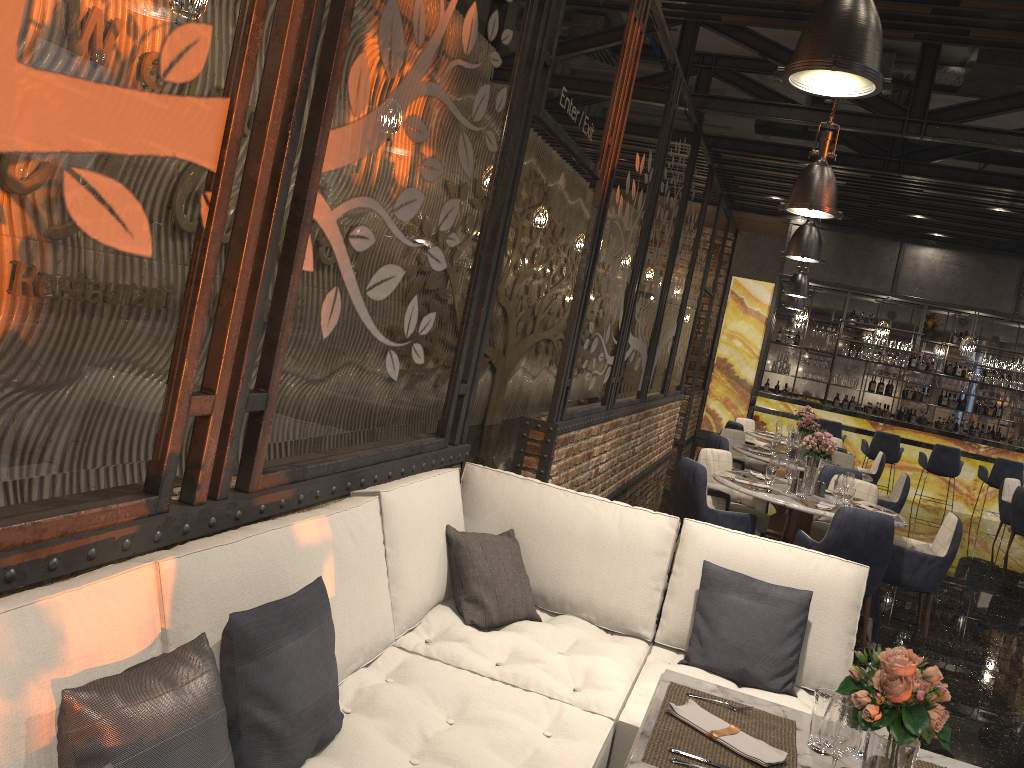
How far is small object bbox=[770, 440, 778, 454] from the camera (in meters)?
9.05

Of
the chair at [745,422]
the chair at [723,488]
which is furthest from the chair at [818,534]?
the chair at [745,422]

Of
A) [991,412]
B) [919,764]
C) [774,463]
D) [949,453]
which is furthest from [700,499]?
[991,412]

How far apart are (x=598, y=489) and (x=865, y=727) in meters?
6.5

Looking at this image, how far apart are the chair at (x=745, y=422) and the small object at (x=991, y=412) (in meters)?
6.29

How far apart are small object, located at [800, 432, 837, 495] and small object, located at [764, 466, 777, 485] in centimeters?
24cm

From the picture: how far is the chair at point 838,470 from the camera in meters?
8.0

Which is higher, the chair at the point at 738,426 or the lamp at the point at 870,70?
the lamp at the point at 870,70

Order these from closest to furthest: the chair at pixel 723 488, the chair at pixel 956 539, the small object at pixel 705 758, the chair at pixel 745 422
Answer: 1. the small object at pixel 705 758
2. the chair at pixel 956 539
3. the chair at pixel 723 488
4. the chair at pixel 745 422

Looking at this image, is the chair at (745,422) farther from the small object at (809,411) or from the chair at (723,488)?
the chair at (723,488)
